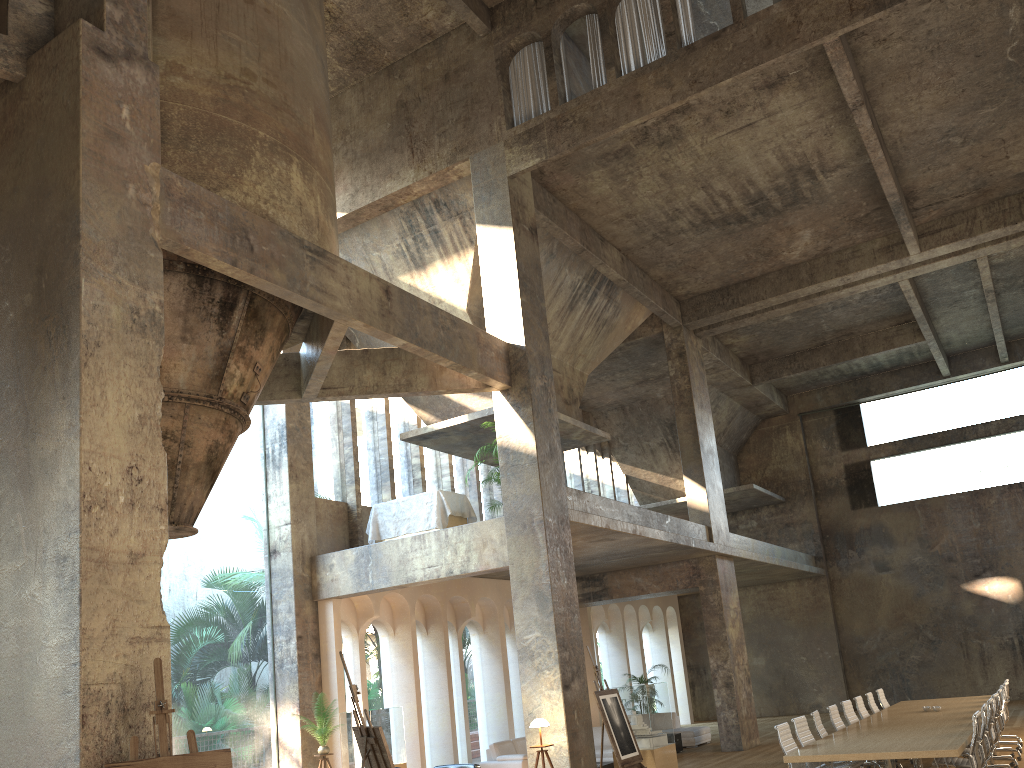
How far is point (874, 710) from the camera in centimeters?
1346cm

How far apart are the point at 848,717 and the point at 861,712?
0.89m

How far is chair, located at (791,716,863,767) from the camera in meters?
9.8

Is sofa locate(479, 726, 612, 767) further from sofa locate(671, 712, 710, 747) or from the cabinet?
sofa locate(671, 712, 710, 747)

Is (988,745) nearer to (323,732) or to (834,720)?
(834,720)

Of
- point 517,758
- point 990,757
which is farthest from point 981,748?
point 517,758

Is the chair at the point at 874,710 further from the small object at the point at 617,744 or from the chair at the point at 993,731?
the small object at the point at 617,744

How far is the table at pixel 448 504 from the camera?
13.6 meters

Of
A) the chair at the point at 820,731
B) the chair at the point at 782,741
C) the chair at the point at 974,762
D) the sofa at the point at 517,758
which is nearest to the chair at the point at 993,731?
the chair at the point at 820,731

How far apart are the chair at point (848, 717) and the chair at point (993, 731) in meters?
1.6 m
